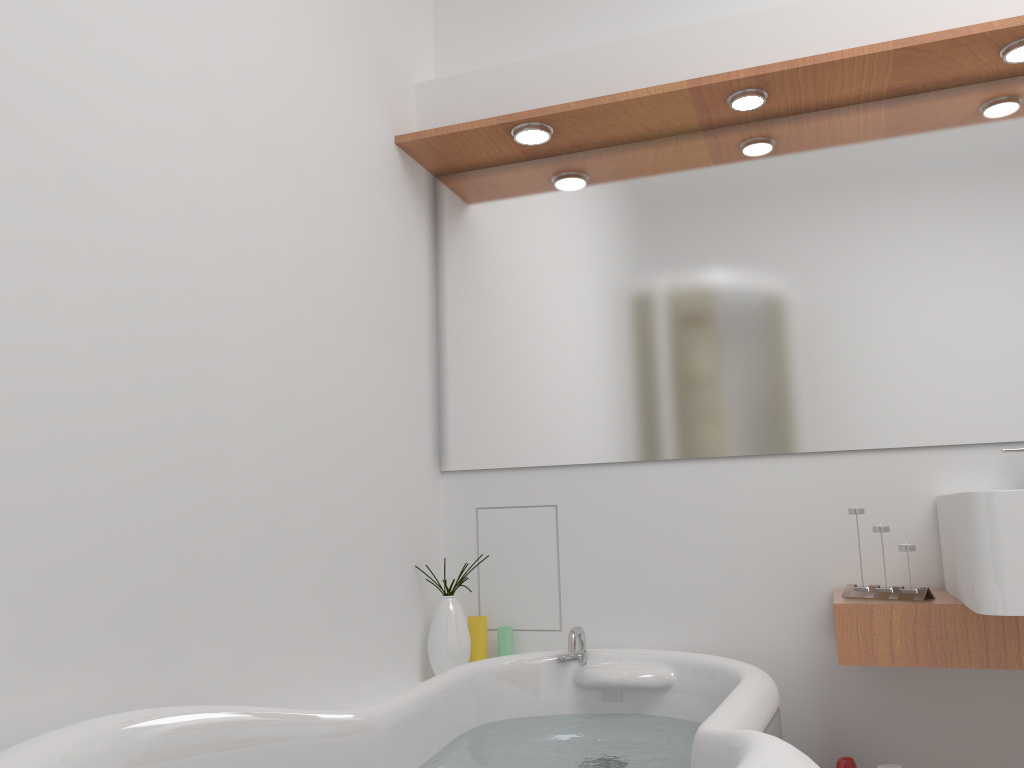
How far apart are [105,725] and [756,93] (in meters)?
1.92

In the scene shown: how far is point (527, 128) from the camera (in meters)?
2.33

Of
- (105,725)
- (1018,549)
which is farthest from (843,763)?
(105,725)

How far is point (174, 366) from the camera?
1.5m

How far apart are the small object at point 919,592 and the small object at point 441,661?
0.94m

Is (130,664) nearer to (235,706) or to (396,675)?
(235,706)

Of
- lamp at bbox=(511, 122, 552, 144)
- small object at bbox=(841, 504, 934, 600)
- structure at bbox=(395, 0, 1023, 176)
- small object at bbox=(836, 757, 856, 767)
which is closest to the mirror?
structure at bbox=(395, 0, 1023, 176)

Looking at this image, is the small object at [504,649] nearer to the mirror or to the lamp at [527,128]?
the mirror

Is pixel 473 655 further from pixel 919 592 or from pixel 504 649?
pixel 919 592

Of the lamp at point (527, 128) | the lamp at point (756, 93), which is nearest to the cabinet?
the lamp at point (756, 93)
